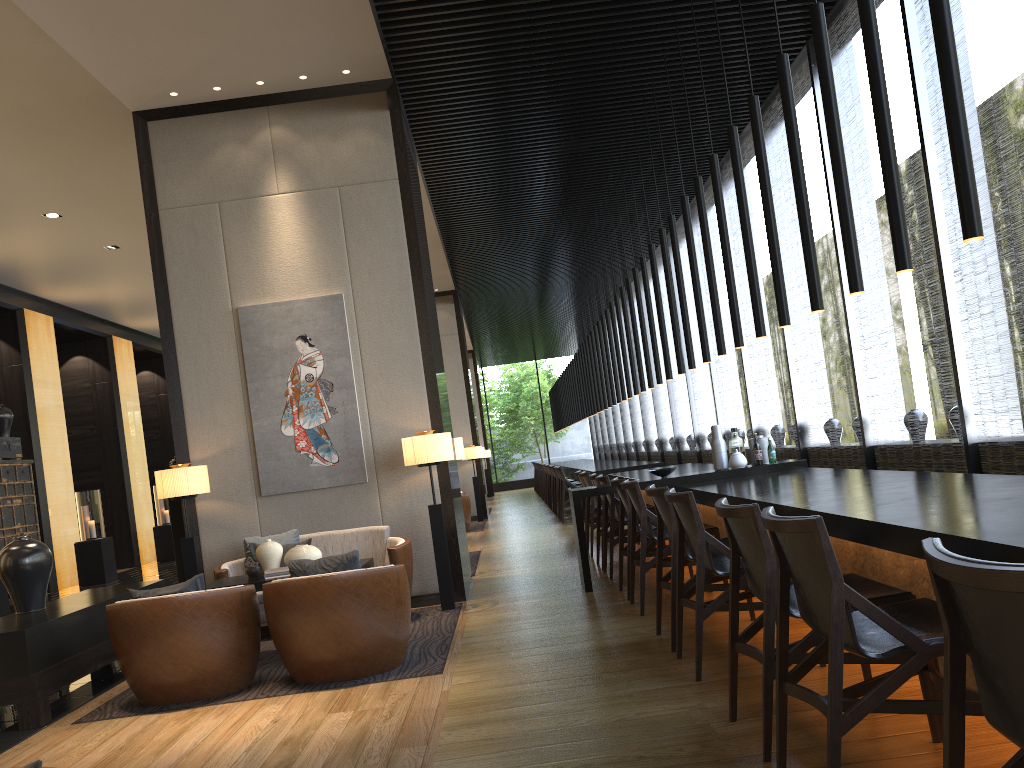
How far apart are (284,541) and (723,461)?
3.4m

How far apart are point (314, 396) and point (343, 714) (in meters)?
3.35

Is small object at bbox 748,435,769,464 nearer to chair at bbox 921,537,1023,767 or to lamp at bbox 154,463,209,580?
lamp at bbox 154,463,209,580

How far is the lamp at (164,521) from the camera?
16.01m

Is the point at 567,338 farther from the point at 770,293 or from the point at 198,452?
the point at 198,452

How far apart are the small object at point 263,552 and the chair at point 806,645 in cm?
333

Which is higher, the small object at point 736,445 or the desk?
the small object at point 736,445

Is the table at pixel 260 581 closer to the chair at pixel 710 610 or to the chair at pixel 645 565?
the chair at pixel 645 565

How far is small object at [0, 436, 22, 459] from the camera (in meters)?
11.81

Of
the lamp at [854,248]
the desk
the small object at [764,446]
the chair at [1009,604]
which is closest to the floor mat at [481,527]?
the desk
